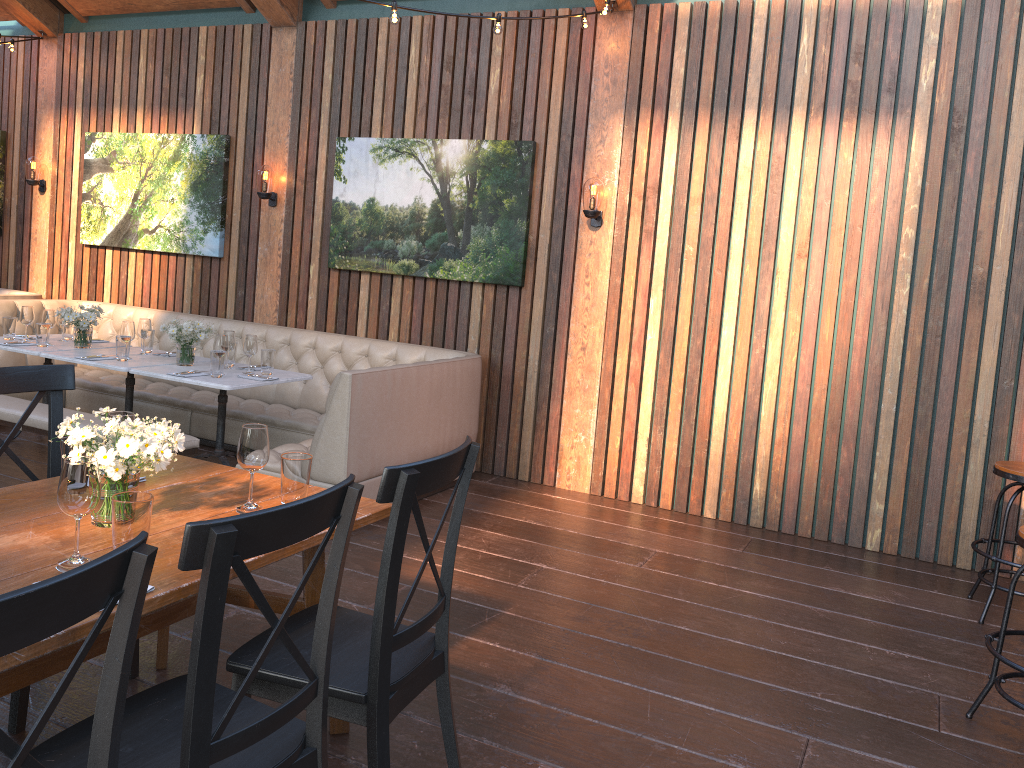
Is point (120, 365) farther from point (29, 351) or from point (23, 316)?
point (23, 316)

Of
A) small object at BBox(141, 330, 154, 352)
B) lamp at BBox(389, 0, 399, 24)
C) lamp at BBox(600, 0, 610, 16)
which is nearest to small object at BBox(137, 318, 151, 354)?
small object at BBox(141, 330, 154, 352)

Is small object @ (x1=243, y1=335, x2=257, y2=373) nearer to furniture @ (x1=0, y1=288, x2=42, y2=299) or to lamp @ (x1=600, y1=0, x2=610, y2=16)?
lamp @ (x1=600, y1=0, x2=610, y2=16)

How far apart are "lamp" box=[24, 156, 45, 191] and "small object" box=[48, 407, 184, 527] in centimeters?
669cm

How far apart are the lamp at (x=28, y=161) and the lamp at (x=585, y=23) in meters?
5.4 m

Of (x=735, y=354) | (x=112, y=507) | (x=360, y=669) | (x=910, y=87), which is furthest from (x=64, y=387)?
(x=910, y=87)

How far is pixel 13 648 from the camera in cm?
121

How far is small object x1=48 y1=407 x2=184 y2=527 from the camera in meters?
2.2 m

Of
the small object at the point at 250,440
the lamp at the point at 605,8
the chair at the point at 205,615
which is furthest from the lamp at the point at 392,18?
the chair at the point at 205,615

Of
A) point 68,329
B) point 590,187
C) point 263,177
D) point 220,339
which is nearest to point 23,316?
point 68,329
